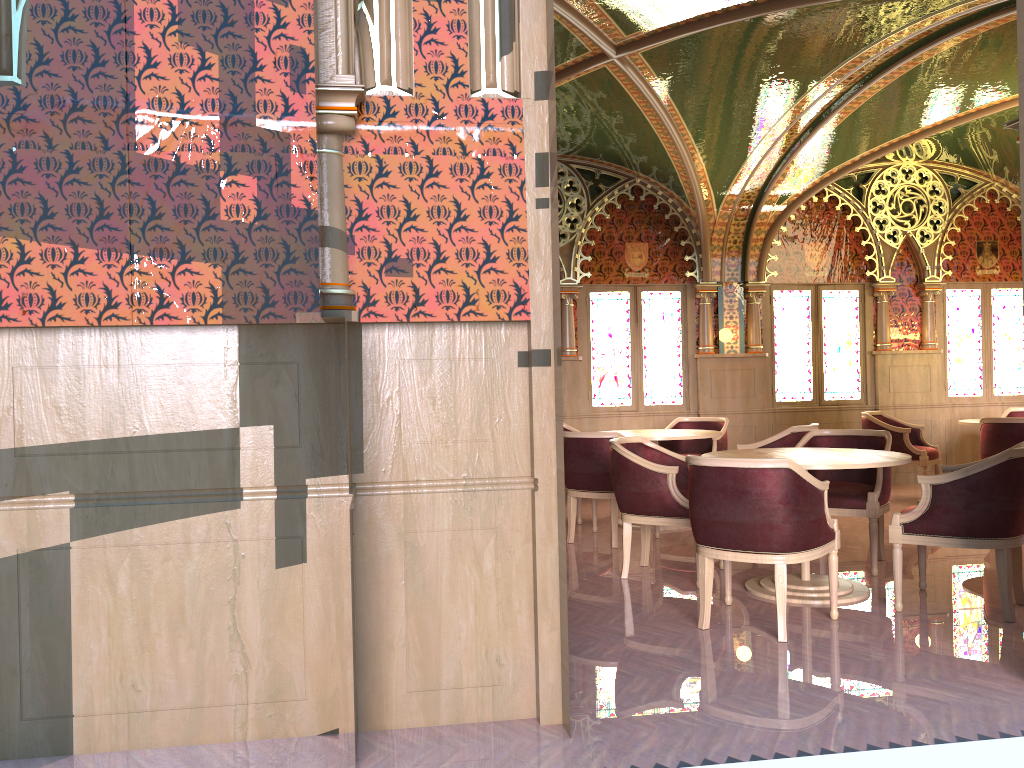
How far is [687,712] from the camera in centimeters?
327cm

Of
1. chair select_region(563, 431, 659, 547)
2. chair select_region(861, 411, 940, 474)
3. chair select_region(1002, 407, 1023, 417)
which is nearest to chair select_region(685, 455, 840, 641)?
chair select_region(563, 431, 659, 547)

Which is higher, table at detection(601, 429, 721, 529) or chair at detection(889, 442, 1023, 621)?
table at detection(601, 429, 721, 529)

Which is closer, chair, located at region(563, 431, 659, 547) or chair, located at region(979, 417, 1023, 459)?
chair, located at region(563, 431, 659, 547)

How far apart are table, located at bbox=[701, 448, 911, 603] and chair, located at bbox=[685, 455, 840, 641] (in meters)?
0.25

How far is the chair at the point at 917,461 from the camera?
8.4m

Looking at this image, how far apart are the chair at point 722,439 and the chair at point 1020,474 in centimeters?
300cm

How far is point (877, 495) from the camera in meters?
5.4

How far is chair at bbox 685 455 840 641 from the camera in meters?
4.1 m

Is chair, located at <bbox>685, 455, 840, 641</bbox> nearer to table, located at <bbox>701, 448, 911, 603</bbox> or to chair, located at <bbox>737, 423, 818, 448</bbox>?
table, located at <bbox>701, 448, 911, 603</bbox>
